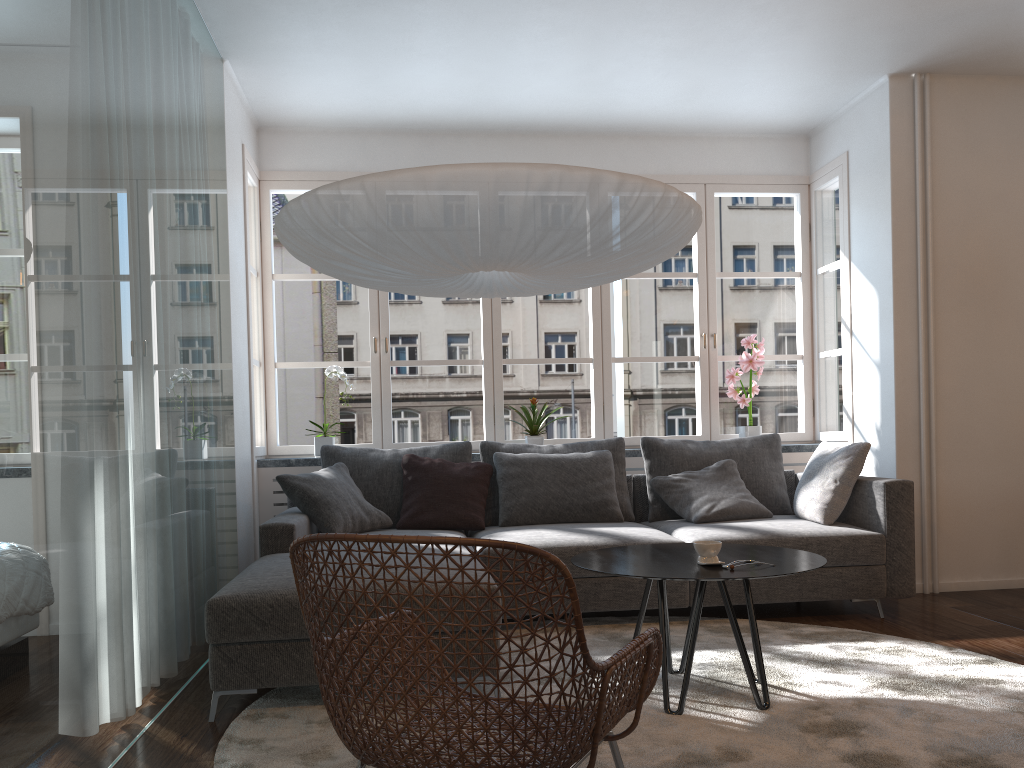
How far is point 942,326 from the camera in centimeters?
482cm

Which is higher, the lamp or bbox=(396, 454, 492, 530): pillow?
the lamp

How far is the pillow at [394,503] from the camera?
4.62m

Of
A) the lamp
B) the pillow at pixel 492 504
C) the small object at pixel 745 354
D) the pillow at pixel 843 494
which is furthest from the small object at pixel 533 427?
the lamp

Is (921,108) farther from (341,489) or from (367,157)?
(341,489)

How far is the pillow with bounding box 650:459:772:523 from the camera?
4.5 meters

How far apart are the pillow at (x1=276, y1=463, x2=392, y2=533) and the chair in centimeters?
187cm

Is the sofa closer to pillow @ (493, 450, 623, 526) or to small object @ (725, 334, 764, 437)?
pillow @ (493, 450, 623, 526)

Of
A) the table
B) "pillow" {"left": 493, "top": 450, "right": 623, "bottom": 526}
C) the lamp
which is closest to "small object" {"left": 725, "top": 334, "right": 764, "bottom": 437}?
"pillow" {"left": 493, "top": 450, "right": 623, "bottom": 526}

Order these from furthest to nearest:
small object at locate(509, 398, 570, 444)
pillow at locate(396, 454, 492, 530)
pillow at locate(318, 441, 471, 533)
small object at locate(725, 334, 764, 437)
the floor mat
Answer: small object at locate(725, 334, 764, 437) → small object at locate(509, 398, 570, 444) → pillow at locate(318, 441, 471, 533) → pillow at locate(396, 454, 492, 530) → the floor mat
